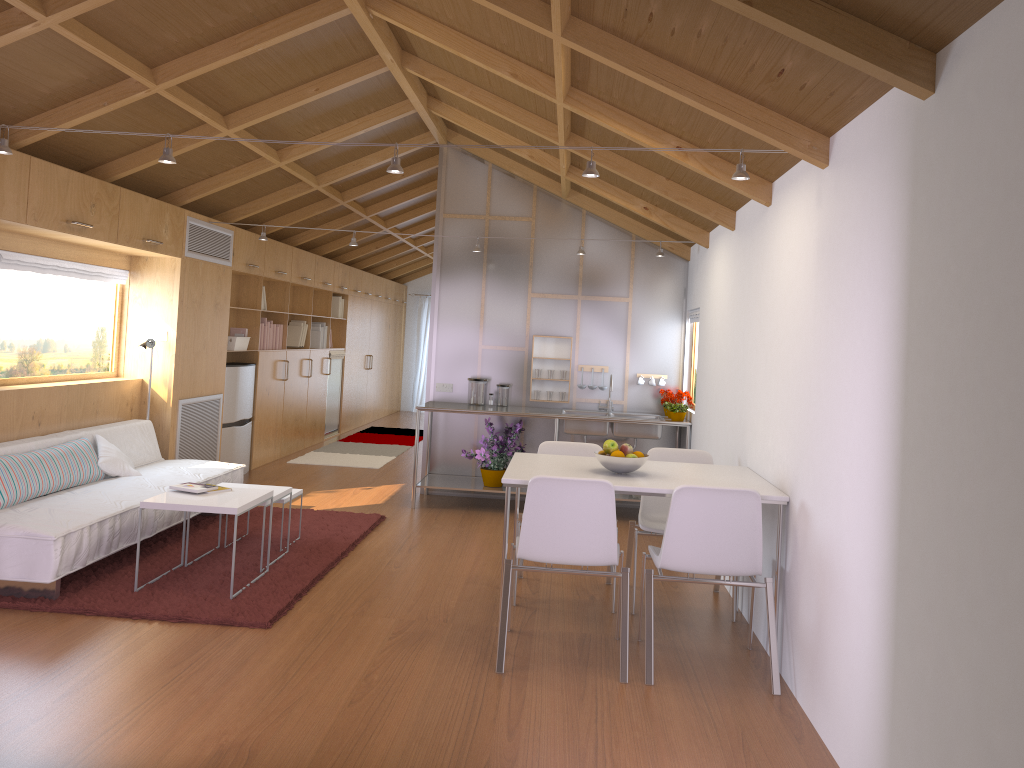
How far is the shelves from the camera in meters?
7.0

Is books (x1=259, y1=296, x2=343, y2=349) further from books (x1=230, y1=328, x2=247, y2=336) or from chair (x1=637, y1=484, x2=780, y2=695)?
chair (x1=637, y1=484, x2=780, y2=695)

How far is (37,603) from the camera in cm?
410

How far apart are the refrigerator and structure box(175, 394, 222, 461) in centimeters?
19cm

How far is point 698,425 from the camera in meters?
6.4 m

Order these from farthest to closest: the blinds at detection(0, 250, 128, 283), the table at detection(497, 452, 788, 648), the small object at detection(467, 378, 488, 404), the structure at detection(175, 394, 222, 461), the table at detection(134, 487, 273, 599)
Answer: the small object at detection(467, 378, 488, 404), the structure at detection(175, 394, 222, 461), the blinds at detection(0, 250, 128, 283), the table at detection(134, 487, 273, 599), the table at detection(497, 452, 788, 648)

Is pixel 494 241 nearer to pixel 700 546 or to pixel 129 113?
pixel 129 113

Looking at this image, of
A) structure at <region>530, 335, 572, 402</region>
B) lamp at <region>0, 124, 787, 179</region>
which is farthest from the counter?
lamp at <region>0, 124, 787, 179</region>

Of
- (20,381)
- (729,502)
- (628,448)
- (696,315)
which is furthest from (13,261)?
(696,315)

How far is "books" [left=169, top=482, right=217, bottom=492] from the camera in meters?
4.6 m
